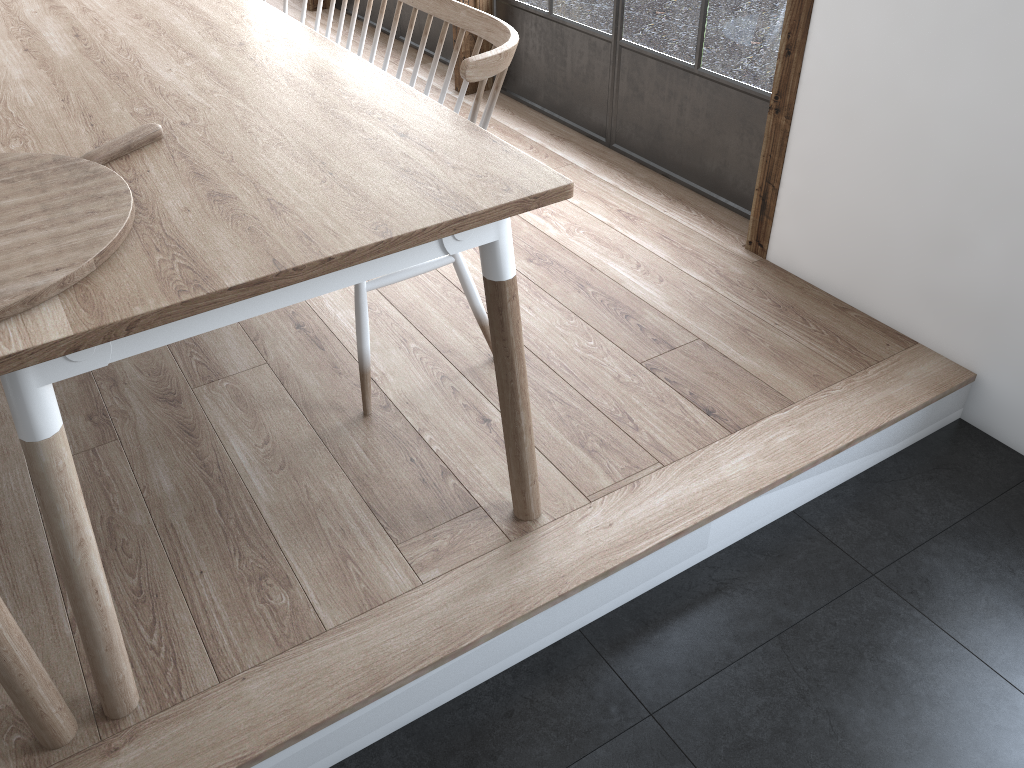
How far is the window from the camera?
2.6 meters

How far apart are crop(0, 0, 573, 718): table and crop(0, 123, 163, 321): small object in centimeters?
1cm

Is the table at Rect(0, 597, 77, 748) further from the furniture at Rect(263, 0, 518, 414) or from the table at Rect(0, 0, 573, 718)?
the furniture at Rect(263, 0, 518, 414)

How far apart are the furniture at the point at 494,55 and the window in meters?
0.9

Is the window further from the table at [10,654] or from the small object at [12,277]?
the table at [10,654]

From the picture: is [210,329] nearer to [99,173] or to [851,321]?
[99,173]

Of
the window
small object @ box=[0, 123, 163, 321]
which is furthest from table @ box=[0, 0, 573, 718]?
the window

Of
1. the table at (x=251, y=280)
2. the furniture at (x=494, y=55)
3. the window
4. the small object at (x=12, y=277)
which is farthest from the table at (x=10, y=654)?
the window

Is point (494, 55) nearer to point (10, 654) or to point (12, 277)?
point (12, 277)

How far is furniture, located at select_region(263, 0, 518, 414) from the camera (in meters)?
1.75
